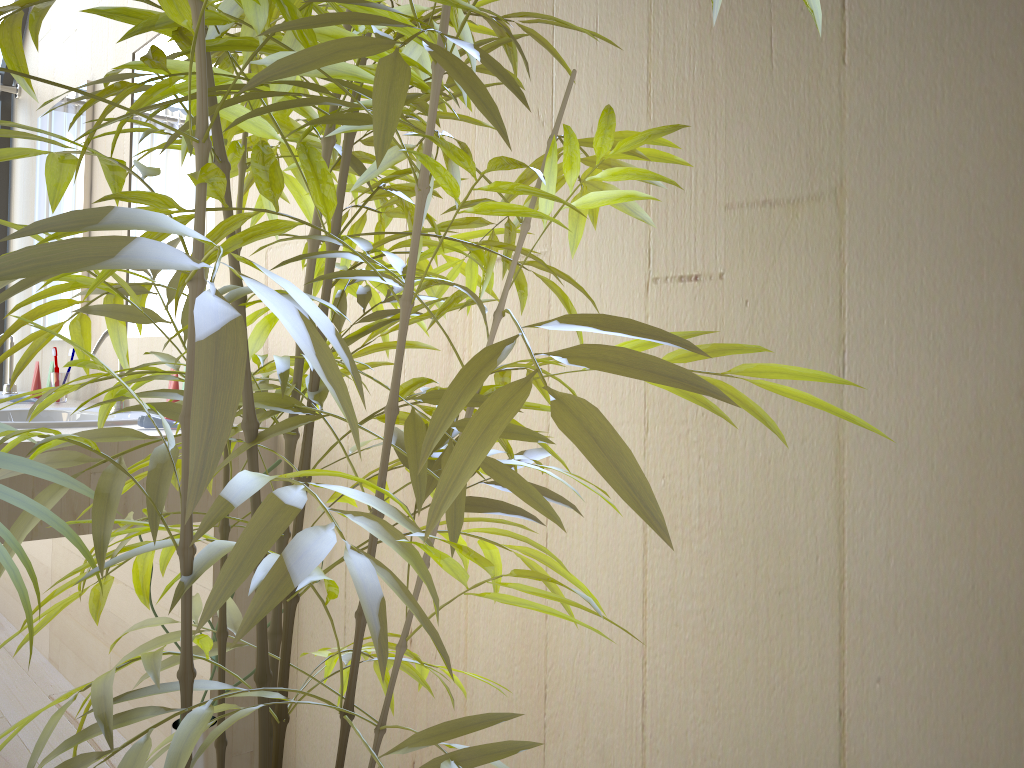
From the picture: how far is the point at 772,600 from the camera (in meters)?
0.99

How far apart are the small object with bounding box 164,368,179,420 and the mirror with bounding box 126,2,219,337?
0.4m

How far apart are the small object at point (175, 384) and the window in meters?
2.4

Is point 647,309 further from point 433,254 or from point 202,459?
point 202,459

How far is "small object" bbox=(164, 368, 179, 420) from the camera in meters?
2.0

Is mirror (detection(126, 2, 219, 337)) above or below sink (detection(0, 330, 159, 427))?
above

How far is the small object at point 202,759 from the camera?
1.55m

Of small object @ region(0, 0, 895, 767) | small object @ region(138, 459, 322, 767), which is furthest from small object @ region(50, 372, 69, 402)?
small object @ region(0, 0, 895, 767)

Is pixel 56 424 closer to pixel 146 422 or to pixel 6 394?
pixel 146 422

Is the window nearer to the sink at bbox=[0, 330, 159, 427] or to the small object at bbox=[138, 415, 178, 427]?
the sink at bbox=[0, 330, 159, 427]
